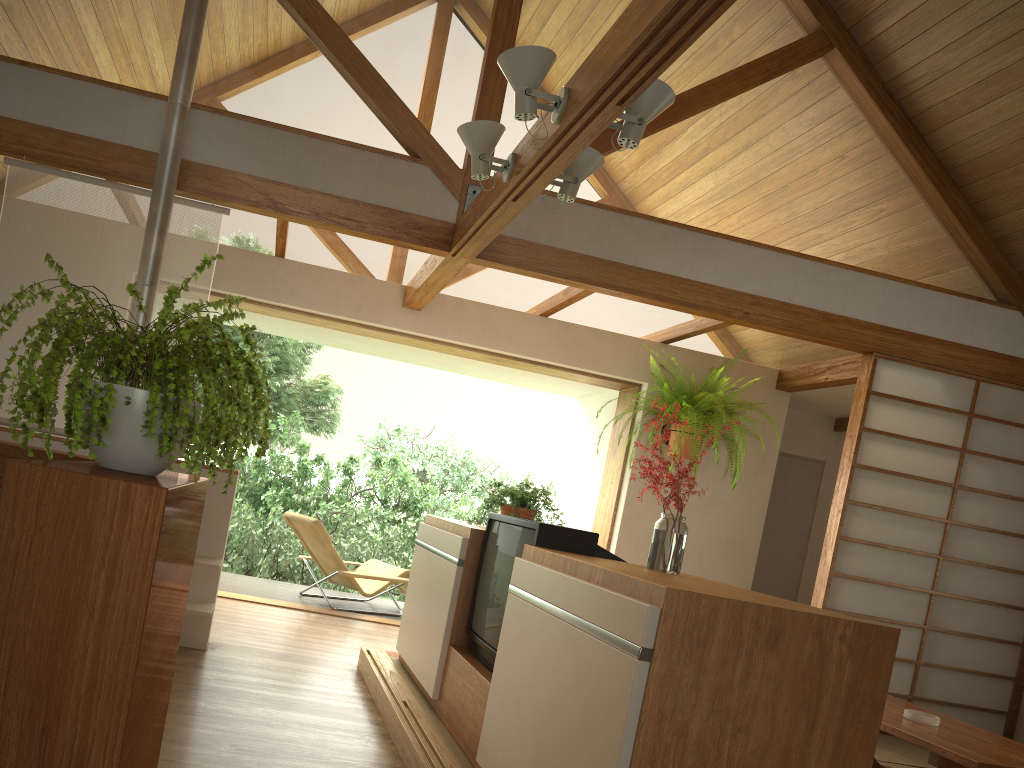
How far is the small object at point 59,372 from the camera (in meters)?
1.19

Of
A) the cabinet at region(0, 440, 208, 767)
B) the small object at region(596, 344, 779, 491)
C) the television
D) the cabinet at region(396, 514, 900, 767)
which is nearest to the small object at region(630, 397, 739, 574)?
the cabinet at region(396, 514, 900, 767)

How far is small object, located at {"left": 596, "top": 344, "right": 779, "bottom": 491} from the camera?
5.7 meters

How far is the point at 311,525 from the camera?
6.1 meters

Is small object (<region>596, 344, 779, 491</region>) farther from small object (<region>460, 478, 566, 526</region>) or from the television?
the television

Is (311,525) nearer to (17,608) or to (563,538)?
(563,538)

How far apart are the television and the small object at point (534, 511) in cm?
61

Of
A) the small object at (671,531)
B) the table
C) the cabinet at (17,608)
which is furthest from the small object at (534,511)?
the cabinet at (17,608)

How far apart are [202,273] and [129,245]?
0.33m

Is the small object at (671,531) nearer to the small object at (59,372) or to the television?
the television
